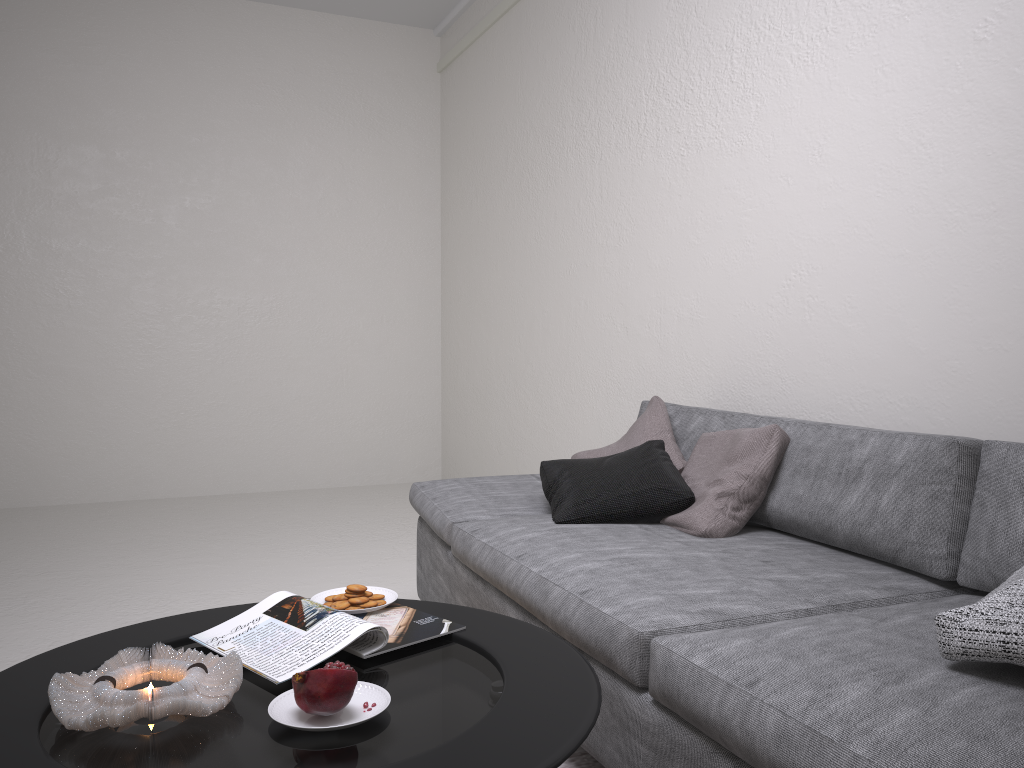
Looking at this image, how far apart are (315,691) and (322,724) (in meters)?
0.05

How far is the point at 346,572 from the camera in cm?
381

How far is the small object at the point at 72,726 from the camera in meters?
1.2

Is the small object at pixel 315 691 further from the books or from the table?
the books

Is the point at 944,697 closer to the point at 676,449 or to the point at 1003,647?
the point at 1003,647

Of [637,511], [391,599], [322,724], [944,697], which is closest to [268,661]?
[322,724]

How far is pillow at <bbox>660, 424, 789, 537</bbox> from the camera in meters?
2.3

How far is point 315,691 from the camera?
1.19m

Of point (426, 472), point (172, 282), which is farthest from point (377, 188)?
point (426, 472)

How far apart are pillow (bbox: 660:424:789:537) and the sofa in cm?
2
